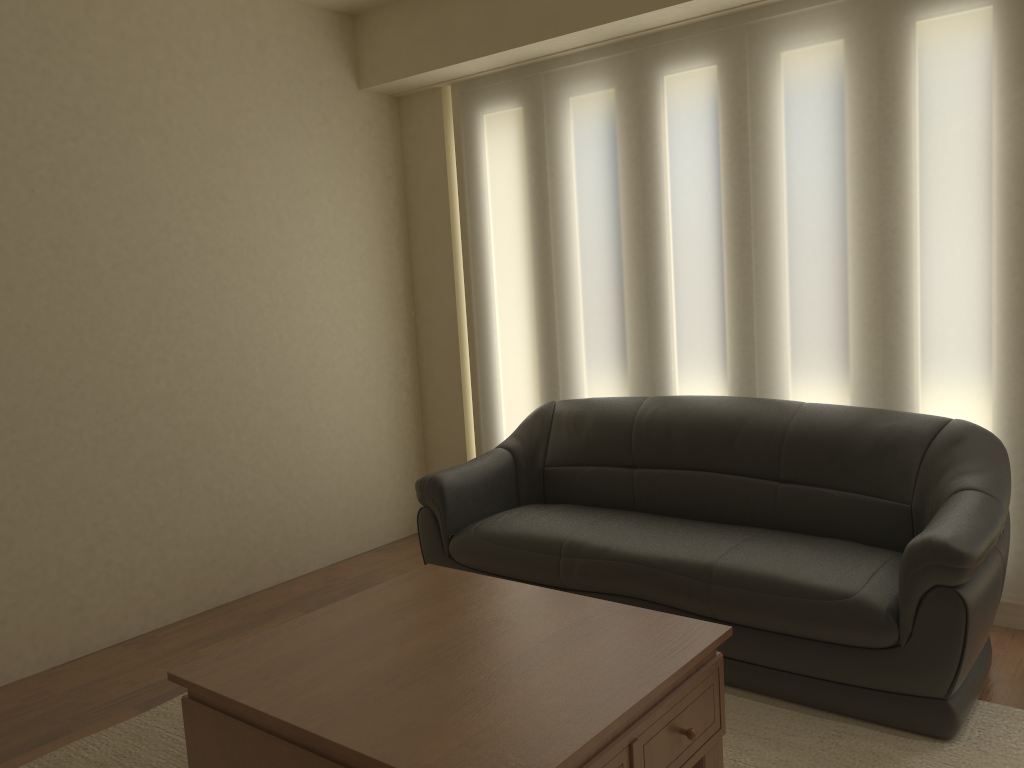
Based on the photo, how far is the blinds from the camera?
3.40m

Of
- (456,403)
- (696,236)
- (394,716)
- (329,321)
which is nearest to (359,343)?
(329,321)

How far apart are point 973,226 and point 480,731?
2.70m

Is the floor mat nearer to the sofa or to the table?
the sofa

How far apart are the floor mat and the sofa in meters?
0.0

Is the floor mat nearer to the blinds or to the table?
the table

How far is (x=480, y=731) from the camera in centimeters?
202cm

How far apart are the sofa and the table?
0.6m

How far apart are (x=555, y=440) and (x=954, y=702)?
2.07m

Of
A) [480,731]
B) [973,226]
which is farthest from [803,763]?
[973,226]
